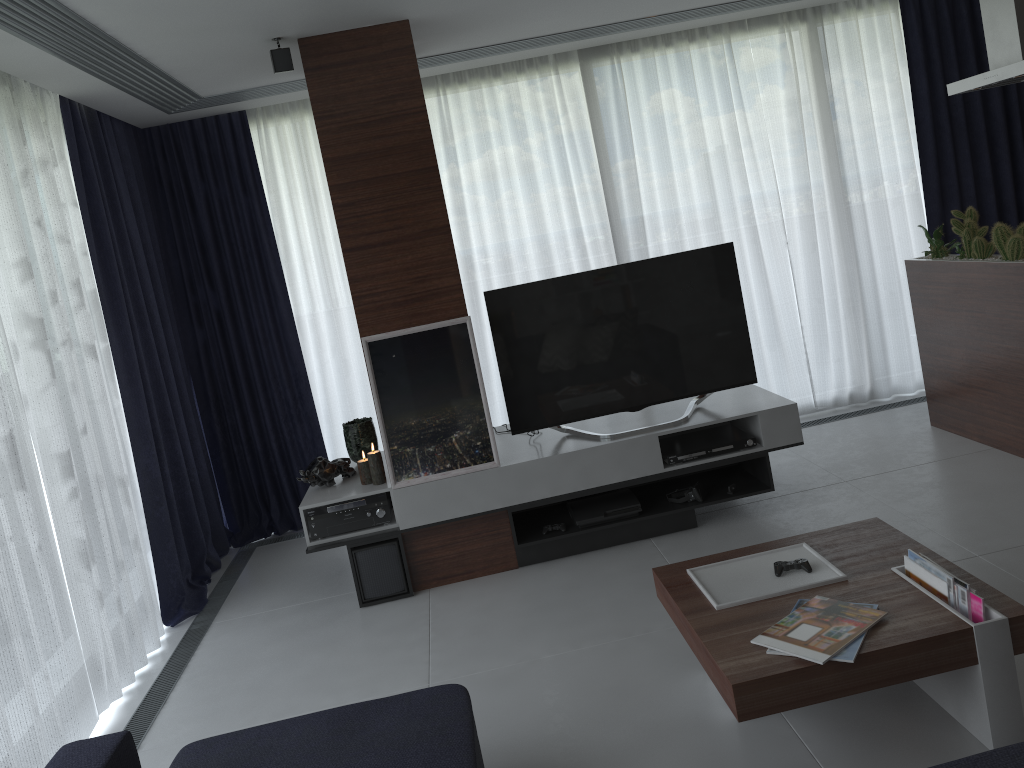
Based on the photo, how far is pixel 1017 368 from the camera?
4.17m

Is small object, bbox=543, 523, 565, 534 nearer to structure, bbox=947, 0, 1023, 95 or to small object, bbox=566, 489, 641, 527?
small object, bbox=566, 489, 641, 527

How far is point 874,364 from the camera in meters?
5.8 m

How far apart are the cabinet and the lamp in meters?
3.0 m

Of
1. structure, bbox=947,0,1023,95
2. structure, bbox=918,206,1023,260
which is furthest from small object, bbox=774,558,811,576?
structure, bbox=947,0,1023,95

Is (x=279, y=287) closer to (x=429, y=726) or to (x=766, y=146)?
(x=766, y=146)

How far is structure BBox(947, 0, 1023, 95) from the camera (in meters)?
4.08

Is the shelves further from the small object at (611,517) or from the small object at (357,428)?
the small object at (357,428)

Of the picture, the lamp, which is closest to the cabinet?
the picture

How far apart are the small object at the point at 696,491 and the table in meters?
1.2 m
